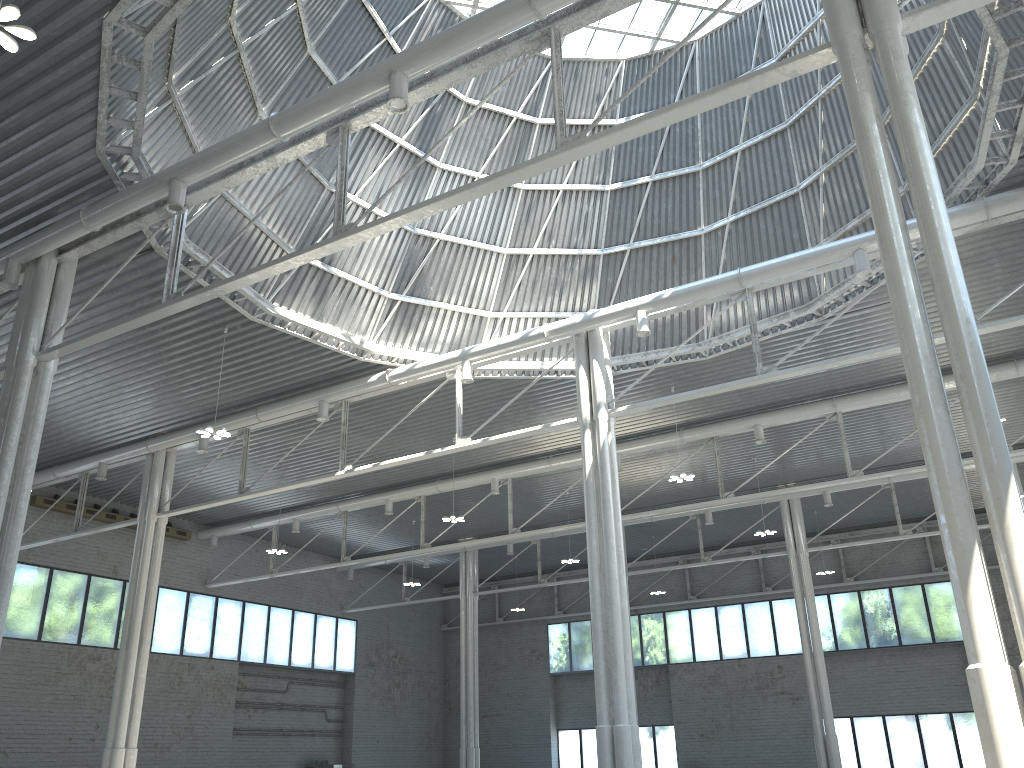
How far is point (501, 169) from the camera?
34.3 meters
